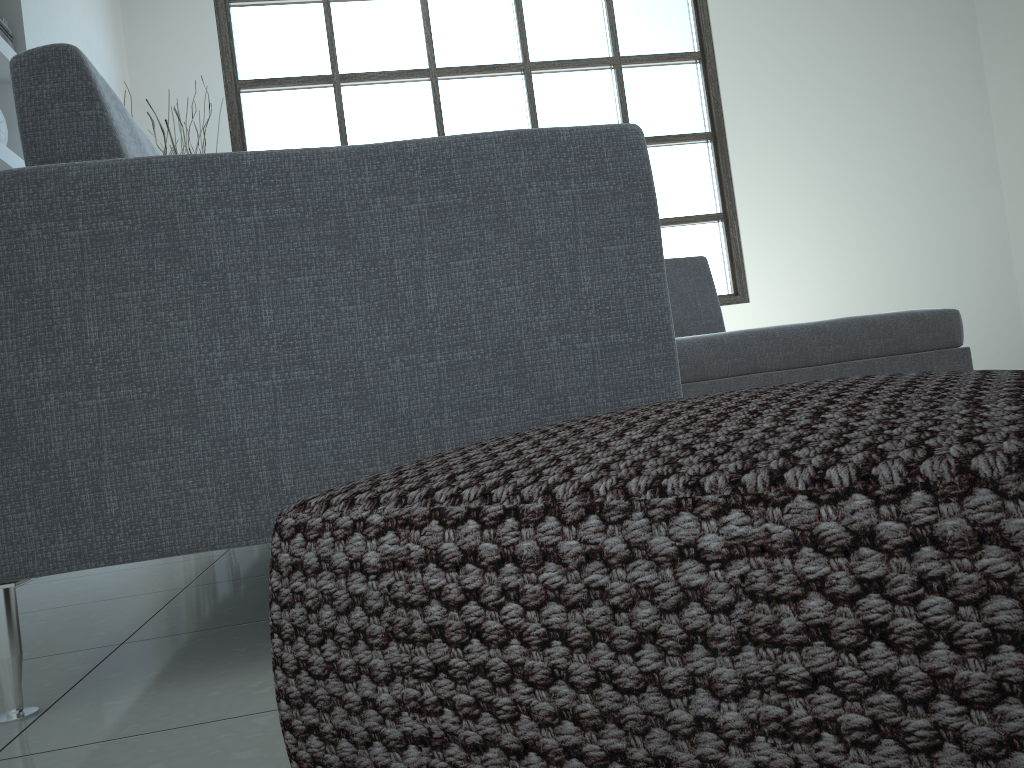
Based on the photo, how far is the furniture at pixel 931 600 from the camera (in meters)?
0.40

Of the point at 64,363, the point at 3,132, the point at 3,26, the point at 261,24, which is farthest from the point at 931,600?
the point at 261,24

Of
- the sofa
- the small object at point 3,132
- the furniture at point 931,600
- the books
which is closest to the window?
the sofa

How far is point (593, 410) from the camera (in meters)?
1.14

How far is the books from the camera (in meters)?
3.22

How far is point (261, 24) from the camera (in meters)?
5.32

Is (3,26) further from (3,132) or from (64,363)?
(64,363)

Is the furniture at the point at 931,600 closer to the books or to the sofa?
the sofa

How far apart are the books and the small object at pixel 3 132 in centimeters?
37cm

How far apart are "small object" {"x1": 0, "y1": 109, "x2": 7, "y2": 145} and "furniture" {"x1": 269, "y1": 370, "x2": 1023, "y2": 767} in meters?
3.1
